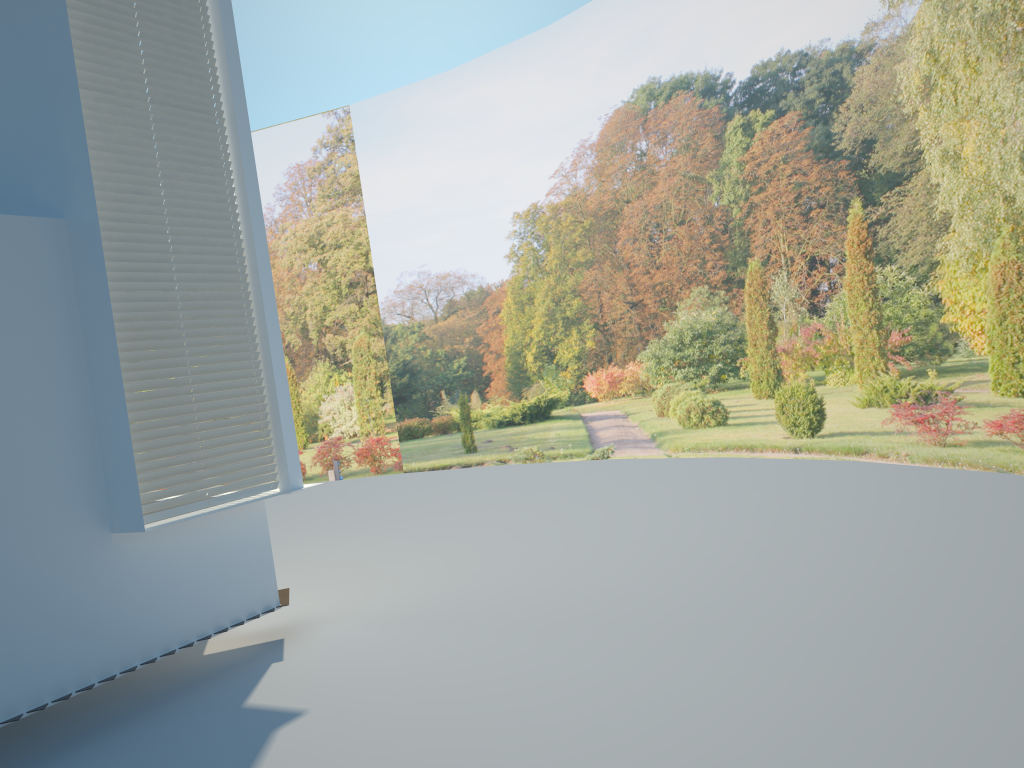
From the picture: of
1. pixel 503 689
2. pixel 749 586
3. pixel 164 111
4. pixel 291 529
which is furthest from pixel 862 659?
pixel 291 529

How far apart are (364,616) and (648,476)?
5.74m

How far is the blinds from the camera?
5.3m

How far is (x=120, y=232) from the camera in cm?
527
